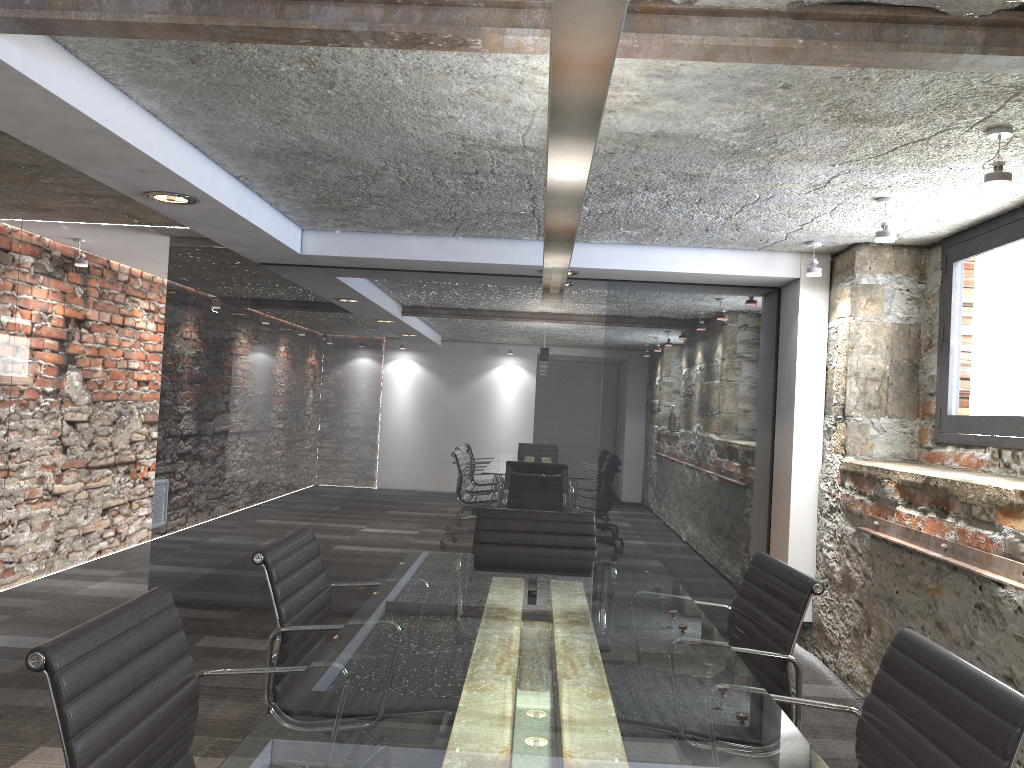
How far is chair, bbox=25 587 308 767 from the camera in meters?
1.4

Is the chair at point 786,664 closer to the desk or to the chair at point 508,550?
the desk

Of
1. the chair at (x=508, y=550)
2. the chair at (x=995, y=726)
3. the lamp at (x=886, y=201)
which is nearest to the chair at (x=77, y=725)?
the chair at (x=995, y=726)

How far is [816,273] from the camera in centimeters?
444cm

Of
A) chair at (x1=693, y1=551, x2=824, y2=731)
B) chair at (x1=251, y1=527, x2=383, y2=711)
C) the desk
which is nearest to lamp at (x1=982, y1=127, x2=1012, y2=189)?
chair at (x1=693, y1=551, x2=824, y2=731)

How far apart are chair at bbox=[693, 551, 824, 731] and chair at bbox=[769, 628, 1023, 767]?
0.38m

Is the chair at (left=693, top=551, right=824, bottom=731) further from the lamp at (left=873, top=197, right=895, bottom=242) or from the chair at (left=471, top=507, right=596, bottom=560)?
the lamp at (left=873, top=197, right=895, bottom=242)

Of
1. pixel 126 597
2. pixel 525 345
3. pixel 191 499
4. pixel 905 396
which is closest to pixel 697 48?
pixel 905 396

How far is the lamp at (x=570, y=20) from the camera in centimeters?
88cm

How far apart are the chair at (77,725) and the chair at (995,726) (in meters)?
1.01
